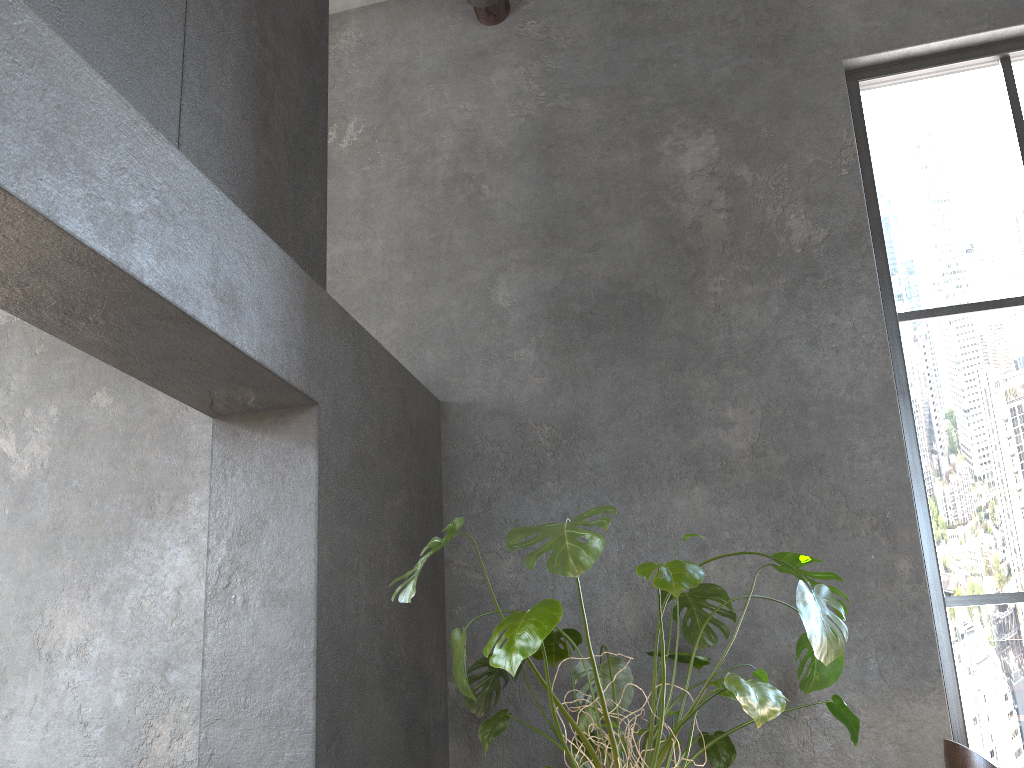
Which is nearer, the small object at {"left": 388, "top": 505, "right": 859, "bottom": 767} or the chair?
the chair

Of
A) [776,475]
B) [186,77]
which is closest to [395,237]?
[186,77]

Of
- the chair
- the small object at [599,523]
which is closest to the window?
the small object at [599,523]

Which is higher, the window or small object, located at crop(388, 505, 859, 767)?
the window

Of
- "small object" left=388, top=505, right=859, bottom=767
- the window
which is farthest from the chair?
the window

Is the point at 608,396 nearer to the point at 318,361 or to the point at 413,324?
the point at 413,324

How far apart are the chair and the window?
1.8 meters

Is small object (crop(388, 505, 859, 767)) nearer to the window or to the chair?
the chair

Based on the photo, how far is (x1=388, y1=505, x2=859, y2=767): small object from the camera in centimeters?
213cm

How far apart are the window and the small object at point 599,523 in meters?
0.8 m
